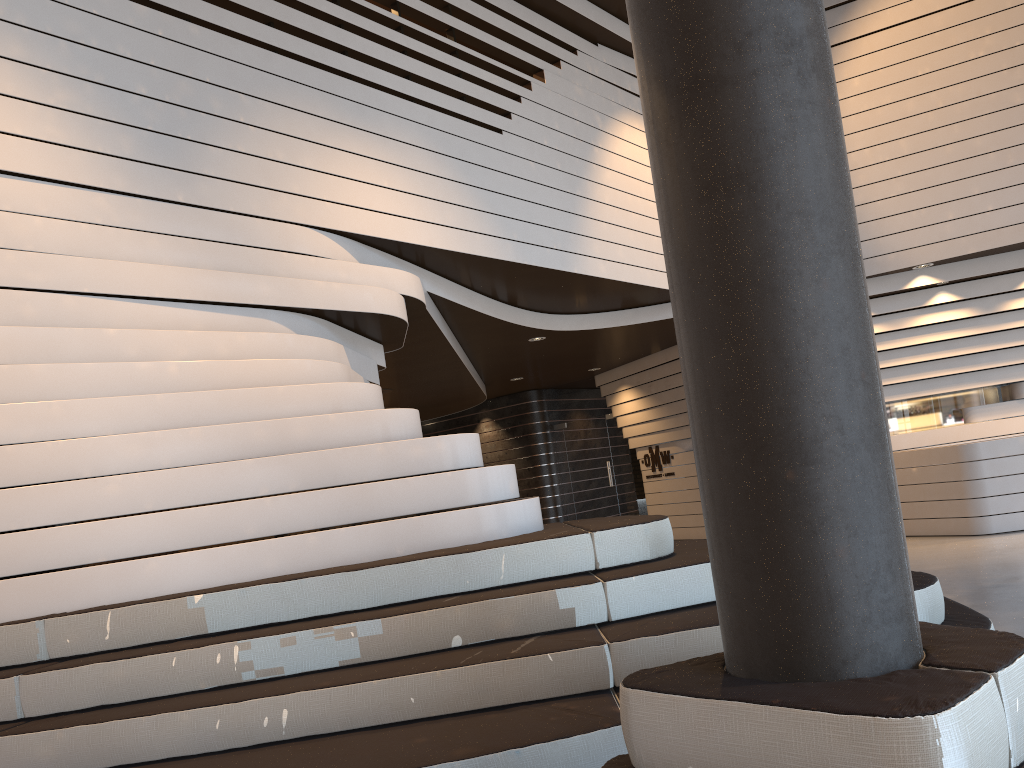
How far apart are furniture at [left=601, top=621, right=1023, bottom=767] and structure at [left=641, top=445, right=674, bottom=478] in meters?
11.1

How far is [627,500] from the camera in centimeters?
1402cm

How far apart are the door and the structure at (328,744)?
9.6m

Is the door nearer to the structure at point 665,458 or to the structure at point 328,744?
the structure at point 665,458

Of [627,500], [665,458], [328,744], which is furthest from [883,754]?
[627,500]

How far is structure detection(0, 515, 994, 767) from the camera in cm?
288

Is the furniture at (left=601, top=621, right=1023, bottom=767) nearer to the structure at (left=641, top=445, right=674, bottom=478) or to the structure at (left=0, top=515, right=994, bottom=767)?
the structure at (left=0, top=515, right=994, bottom=767)

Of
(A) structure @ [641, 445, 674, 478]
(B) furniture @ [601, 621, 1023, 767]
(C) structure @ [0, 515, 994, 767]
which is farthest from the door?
(B) furniture @ [601, 621, 1023, 767]

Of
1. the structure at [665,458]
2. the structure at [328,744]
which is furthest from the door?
the structure at [328,744]

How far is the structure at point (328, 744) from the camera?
2.9 meters
